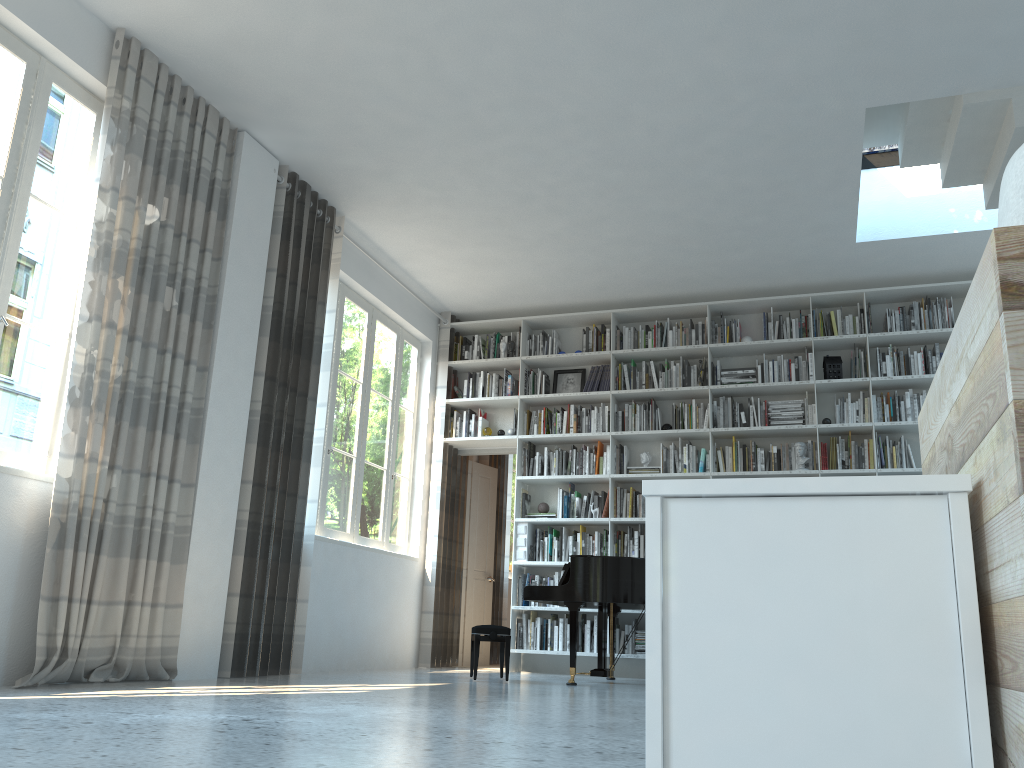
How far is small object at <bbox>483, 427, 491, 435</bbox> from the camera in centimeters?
809cm

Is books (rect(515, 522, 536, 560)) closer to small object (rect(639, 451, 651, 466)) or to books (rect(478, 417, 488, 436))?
books (rect(478, 417, 488, 436))

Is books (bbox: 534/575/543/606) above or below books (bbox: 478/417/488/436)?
below

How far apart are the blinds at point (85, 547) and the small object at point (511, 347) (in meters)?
3.40

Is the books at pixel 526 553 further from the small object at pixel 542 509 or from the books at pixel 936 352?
the books at pixel 936 352

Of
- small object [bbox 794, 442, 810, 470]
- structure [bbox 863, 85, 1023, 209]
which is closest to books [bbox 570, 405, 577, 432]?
small object [bbox 794, 442, 810, 470]

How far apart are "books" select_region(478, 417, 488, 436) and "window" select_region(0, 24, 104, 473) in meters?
4.3 m

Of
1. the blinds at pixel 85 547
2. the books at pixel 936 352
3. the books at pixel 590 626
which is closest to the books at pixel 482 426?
the books at pixel 590 626

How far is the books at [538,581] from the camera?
7.6 meters

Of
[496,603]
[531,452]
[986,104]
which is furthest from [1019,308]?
[496,603]
